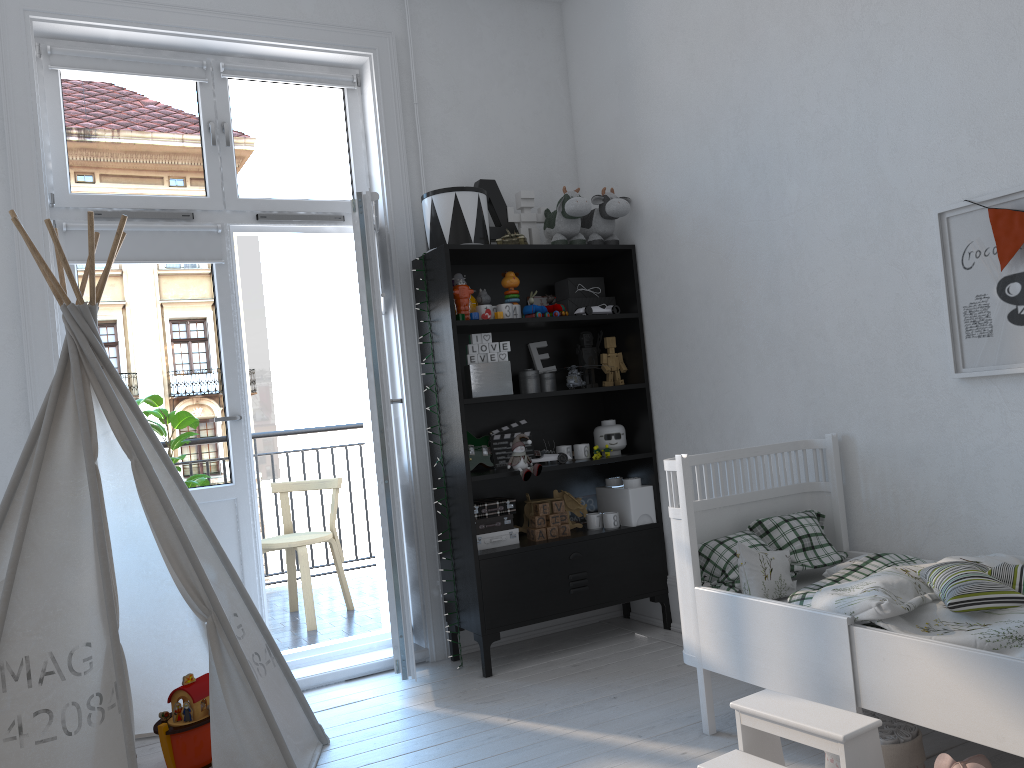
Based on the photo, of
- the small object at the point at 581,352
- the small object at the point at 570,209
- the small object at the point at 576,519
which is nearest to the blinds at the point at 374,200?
the small object at the point at 570,209

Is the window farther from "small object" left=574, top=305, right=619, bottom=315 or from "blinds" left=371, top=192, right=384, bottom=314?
"small object" left=574, top=305, right=619, bottom=315

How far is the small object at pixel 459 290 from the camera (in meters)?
3.53

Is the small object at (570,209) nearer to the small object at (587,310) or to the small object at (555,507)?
the small object at (587,310)

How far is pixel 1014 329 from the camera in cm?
239

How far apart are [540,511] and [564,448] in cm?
30

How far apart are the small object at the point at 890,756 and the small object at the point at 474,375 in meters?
1.8

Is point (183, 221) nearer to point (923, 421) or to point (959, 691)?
point (923, 421)

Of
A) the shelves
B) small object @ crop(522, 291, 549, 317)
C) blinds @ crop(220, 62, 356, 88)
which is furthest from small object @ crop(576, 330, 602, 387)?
blinds @ crop(220, 62, 356, 88)

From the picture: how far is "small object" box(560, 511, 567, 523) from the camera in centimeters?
371cm
